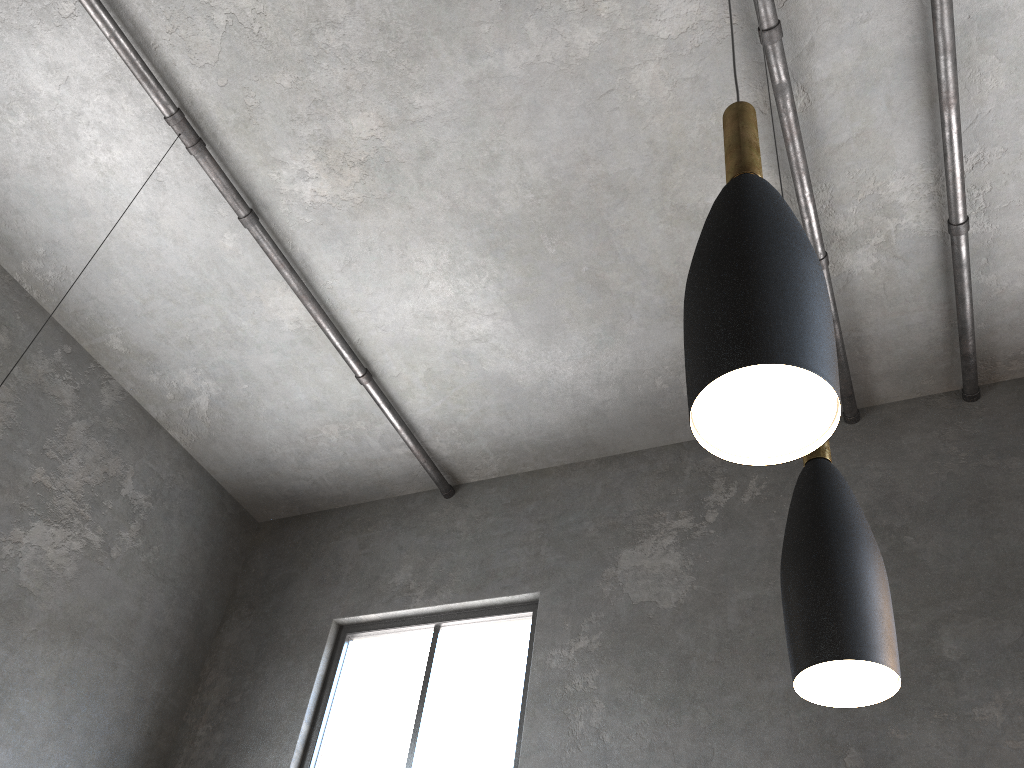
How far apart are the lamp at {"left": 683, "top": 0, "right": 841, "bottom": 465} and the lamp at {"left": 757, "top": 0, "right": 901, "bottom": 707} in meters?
0.4 m

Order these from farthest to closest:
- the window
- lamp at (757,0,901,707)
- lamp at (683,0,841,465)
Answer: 1. the window
2. lamp at (757,0,901,707)
3. lamp at (683,0,841,465)

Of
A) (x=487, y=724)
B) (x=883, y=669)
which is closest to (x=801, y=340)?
(x=883, y=669)

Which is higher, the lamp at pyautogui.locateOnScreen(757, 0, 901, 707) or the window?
the window

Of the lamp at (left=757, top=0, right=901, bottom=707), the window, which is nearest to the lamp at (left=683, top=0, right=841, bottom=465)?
the lamp at (left=757, top=0, right=901, bottom=707)

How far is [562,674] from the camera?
4.7m

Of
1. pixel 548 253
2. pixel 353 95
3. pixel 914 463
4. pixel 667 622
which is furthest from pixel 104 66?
pixel 914 463

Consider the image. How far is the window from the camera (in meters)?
4.83

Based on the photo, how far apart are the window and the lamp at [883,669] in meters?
3.5 m

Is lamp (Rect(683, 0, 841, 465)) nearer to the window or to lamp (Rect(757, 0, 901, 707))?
lamp (Rect(757, 0, 901, 707))
